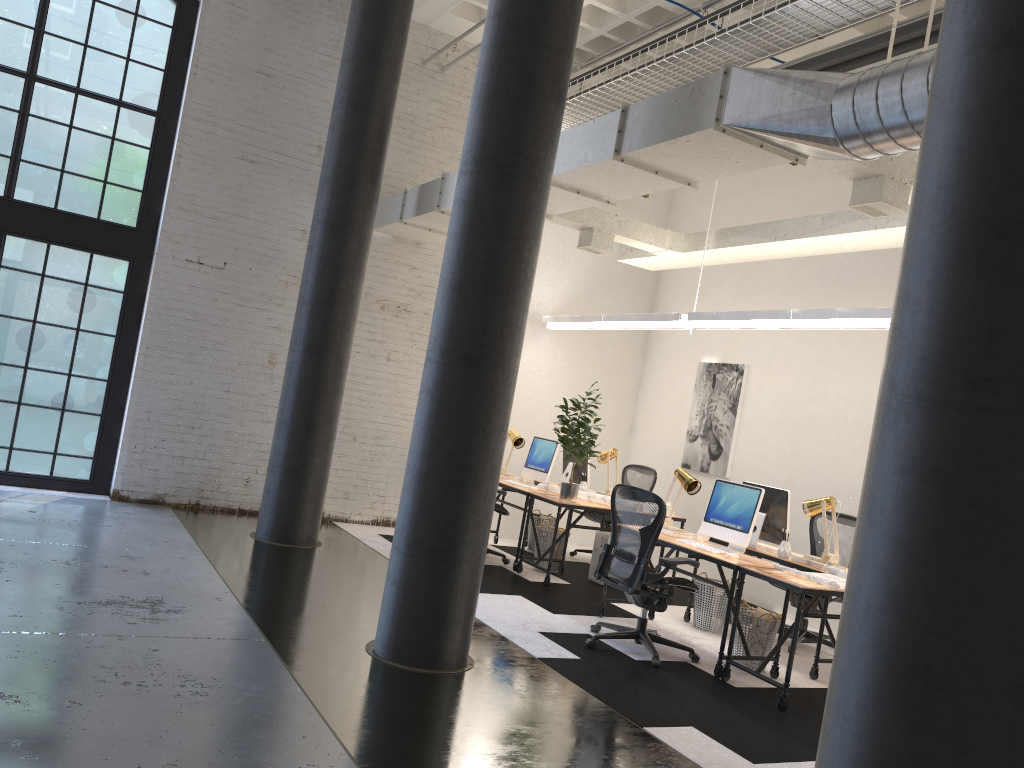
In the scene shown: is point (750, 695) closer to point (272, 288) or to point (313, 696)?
point (313, 696)

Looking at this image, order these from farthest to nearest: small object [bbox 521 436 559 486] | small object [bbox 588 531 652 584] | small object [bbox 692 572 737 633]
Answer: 1. small object [bbox 521 436 559 486]
2. small object [bbox 588 531 652 584]
3. small object [bbox 692 572 737 633]

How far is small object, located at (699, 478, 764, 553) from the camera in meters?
6.1 m

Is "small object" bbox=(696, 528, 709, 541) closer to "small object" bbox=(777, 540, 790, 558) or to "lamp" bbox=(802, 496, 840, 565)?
"small object" bbox=(777, 540, 790, 558)

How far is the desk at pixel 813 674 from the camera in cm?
594

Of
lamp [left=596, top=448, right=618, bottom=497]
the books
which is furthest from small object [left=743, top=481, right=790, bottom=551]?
lamp [left=596, top=448, right=618, bottom=497]

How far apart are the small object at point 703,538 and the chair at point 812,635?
1.0m

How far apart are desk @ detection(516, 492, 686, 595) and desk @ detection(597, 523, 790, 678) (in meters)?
0.79

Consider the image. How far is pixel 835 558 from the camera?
6.2m

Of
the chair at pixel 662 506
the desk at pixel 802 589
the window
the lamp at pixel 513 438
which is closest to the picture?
the lamp at pixel 513 438
